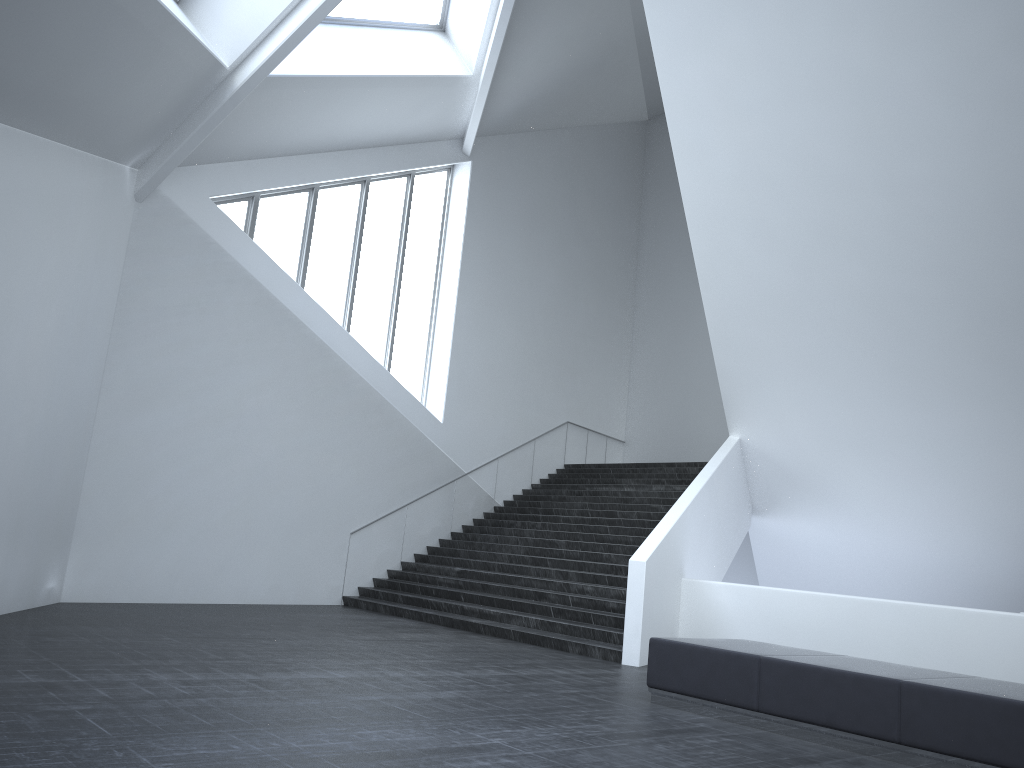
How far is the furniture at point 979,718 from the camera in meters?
5.9 m

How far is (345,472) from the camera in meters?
16.0 m

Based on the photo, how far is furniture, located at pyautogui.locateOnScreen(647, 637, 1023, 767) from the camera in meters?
5.9

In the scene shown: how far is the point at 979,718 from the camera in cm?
591
